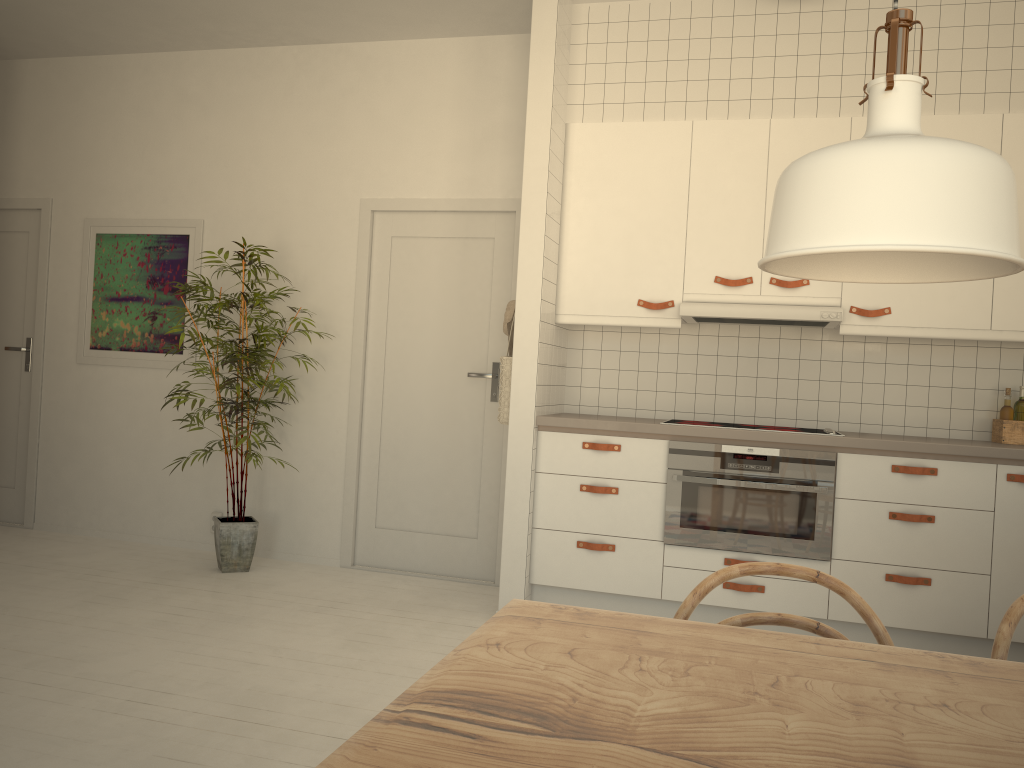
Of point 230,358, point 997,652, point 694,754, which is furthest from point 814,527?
point 694,754

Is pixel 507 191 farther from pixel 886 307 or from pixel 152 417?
pixel 152 417

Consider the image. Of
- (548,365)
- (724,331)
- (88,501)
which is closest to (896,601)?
(724,331)

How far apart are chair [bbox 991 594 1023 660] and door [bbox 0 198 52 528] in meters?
5.5

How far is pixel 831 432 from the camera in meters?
3.7 m

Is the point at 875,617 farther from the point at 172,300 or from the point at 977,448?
the point at 172,300

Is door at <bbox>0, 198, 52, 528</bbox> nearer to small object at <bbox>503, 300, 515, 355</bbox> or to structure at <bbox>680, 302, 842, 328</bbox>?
small object at <bbox>503, 300, 515, 355</bbox>

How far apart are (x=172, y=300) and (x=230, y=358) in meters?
0.9

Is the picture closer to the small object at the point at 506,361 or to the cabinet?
the small object at the point at 506,361

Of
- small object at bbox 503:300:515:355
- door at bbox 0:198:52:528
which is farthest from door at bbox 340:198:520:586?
door at bbox 0:198:52:528
